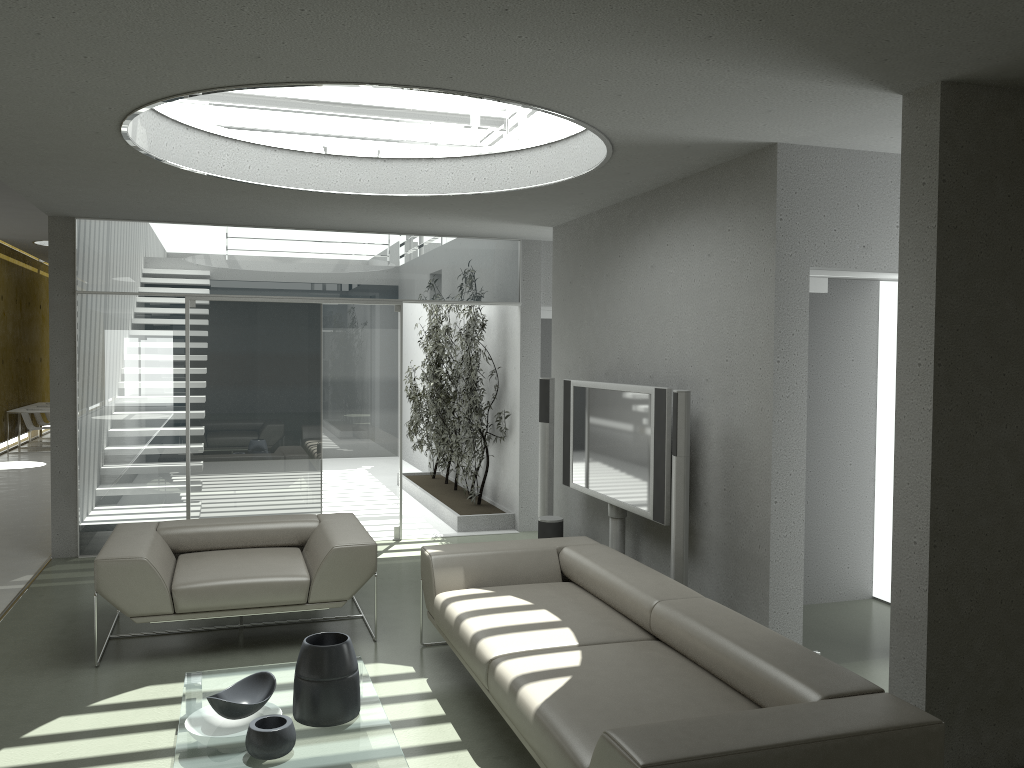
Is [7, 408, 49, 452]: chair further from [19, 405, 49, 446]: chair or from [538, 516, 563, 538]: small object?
[538, 516, 563, 538]: small object

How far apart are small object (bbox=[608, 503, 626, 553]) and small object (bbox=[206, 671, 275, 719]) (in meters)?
2.66

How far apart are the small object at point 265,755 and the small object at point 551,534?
3.3 meters

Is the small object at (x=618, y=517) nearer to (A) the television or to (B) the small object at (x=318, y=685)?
(A) the television

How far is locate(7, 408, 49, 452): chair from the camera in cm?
1412

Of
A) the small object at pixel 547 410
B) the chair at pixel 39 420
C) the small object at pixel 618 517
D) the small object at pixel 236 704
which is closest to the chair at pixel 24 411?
Result: the chair at pixel 39 420

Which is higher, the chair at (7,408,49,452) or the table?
the chair at (7,408,49,452)

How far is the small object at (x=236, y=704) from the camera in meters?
3.4 m

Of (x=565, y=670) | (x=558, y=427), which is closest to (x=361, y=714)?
(x=565, y=670)

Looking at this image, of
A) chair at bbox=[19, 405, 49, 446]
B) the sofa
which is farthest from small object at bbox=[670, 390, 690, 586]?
chair at bbox=[19, 405, 49, 446]
